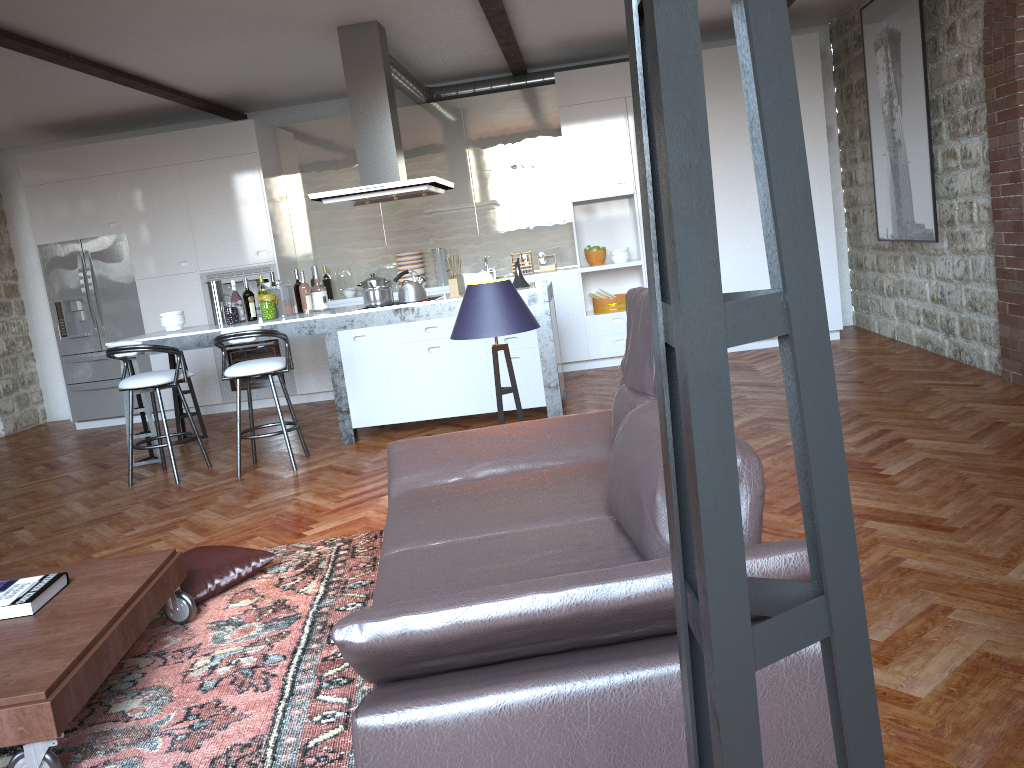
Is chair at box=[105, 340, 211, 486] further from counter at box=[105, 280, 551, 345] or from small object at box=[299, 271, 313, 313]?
small object at box=[299, 271, 313, 313]

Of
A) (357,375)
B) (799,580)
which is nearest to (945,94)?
(357,375)

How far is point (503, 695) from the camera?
1.7m

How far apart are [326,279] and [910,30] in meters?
5.3

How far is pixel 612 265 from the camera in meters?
8.1

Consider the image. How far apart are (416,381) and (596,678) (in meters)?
4.66

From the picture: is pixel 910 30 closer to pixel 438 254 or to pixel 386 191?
pixel 386 191

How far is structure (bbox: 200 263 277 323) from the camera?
8.4m

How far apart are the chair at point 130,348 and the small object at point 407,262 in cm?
292

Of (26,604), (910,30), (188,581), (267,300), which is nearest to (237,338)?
(267,300)
